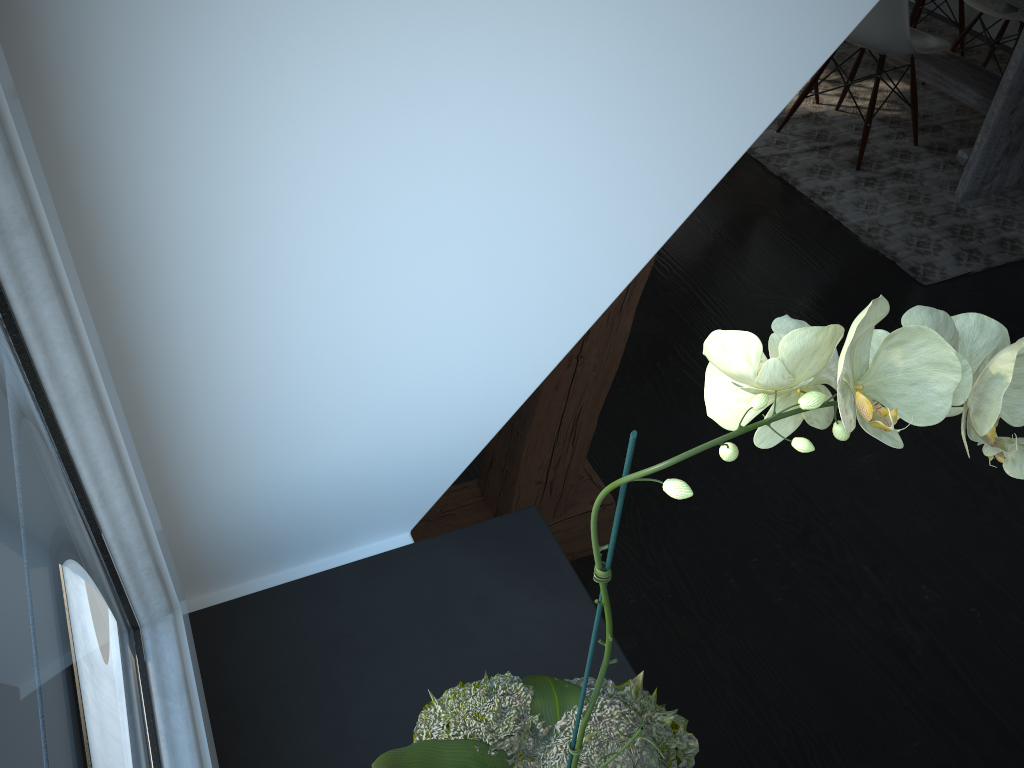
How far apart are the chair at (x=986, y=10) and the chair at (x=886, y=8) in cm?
53

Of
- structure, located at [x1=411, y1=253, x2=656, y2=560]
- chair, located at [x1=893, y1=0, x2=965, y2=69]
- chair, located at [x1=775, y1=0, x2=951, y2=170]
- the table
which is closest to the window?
Answer: structure, located at [x1=411, y1=253, x2=656, y2=560]

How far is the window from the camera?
0.4 meters

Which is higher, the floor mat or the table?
the table

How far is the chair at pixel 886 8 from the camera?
3.0m

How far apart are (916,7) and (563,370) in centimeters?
351cm

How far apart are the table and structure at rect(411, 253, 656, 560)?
2.0 meters

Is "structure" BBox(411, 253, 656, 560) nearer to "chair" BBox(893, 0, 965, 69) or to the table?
the table

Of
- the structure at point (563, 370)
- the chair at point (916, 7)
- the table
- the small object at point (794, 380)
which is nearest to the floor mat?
the table

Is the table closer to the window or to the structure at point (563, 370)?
the structure at point (563, 370)
